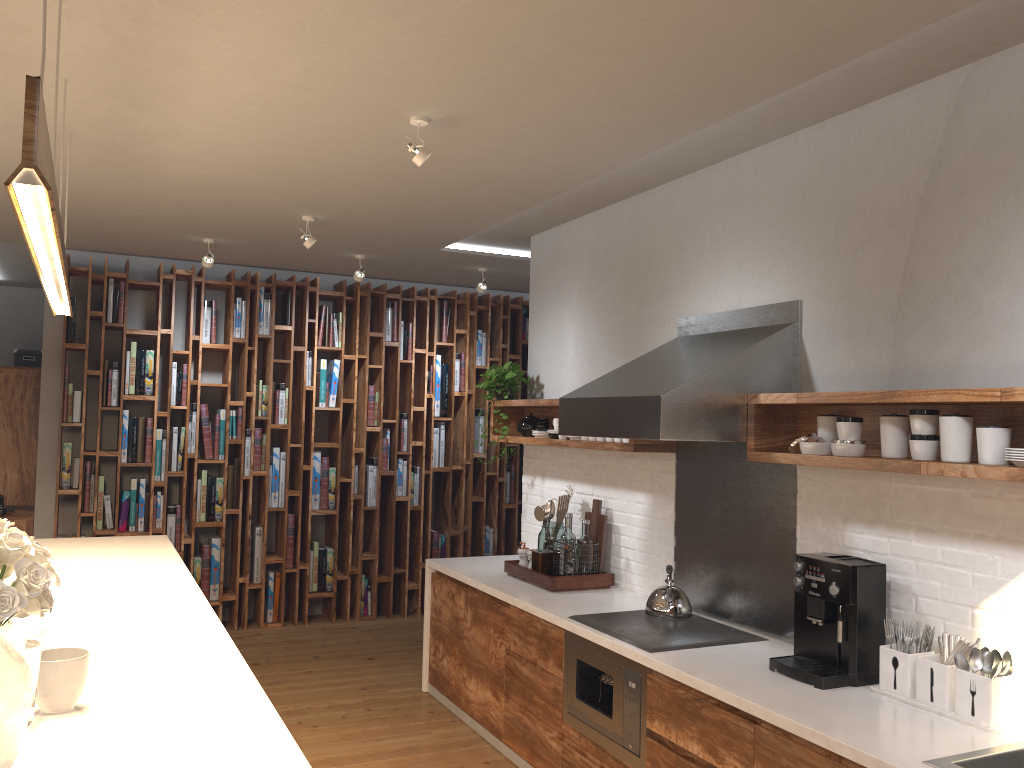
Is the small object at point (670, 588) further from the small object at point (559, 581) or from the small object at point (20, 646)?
the small object at point (20, 646)

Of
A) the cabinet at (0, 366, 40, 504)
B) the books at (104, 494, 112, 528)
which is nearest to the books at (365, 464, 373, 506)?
the books at (104, 494, 112, 528)

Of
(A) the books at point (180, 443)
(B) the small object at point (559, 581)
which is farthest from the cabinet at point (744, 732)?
(A) the books at point (180, 443)

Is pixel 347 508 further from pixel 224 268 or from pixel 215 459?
pixel 224 268

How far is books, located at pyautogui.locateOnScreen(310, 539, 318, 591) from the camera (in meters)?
6.93

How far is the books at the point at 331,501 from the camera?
7.0 meters

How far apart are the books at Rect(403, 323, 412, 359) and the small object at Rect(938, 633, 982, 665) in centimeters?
519cm

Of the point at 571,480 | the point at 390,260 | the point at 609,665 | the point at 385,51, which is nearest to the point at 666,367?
the point at 609,665

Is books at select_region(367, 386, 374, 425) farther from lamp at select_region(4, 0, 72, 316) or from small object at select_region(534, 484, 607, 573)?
lamp at select_region(4, 0, 72, 316)

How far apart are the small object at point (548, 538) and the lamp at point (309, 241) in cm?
204
